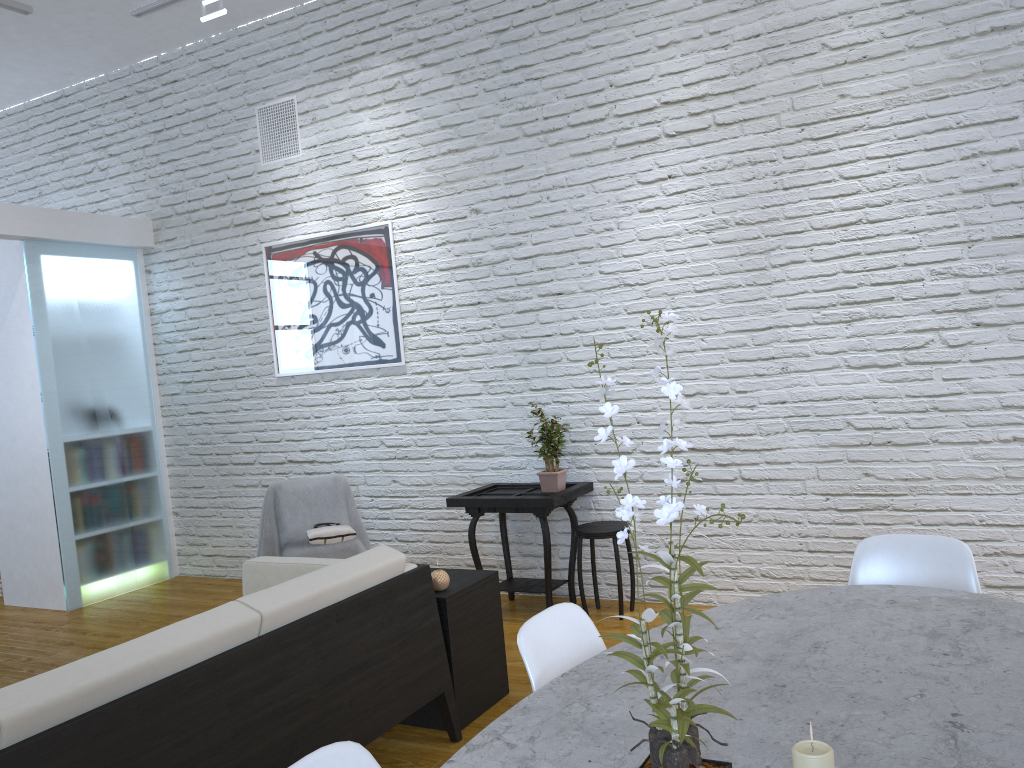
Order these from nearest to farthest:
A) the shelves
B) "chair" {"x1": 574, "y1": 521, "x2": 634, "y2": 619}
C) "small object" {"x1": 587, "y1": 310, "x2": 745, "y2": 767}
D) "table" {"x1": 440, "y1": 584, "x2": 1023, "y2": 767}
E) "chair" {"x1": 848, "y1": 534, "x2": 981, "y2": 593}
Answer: "small object" {"x1": 587, "y1": 310, "x2": 745, "y2": 767} < "table" {"x1": 440, "y1": 584, "x2": 1023, "y2": 767} < "chair" {"x1": 848, "y1": 534, "x2": 981, "y2": 593} < the shelves < "chair" {"x1": 574, "y1": 521, "x2": 634, "y2": 619}

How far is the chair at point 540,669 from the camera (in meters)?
1.64

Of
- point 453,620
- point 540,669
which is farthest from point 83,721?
point 453,620

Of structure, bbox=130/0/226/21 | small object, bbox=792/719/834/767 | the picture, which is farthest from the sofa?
structure, bbox=130/0/226/21

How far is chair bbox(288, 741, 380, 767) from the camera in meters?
1.2

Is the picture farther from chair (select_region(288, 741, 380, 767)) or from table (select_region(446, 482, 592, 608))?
chair (select_region(288, 741, 380, 767))

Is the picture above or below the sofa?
above

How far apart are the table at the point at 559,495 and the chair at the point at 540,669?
2.0 meters

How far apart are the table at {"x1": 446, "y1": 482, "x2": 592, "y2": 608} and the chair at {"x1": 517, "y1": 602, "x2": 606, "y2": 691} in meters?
2.0

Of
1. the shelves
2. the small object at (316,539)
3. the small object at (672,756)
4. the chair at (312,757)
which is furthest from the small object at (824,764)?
the small object at (316,539)
